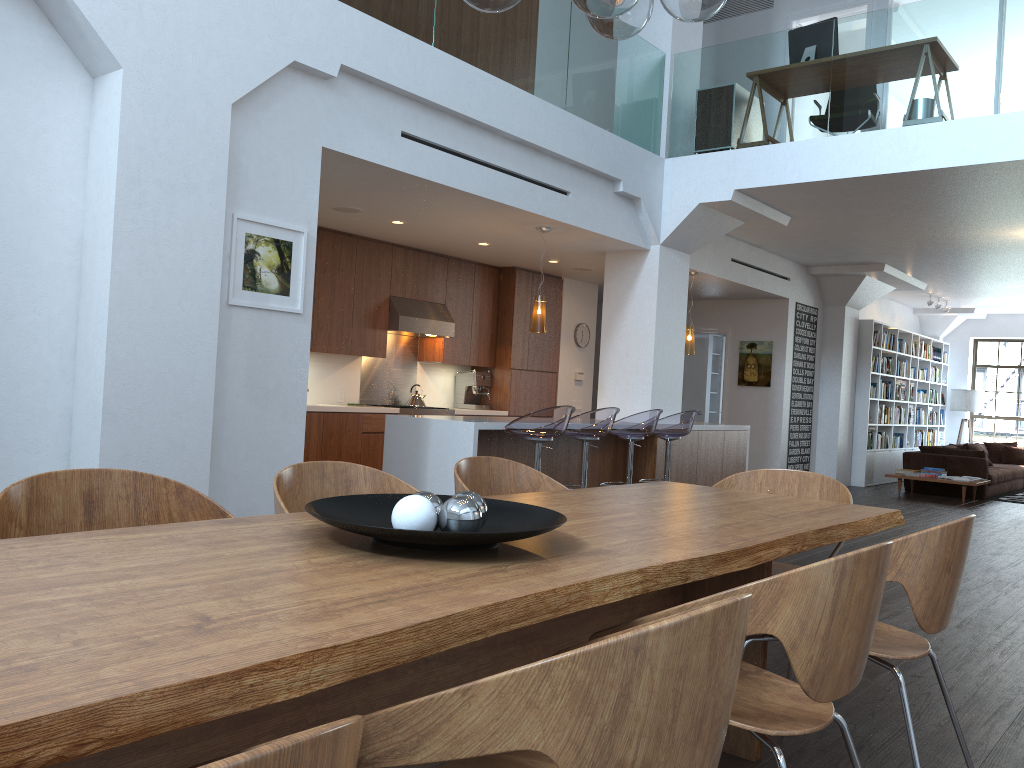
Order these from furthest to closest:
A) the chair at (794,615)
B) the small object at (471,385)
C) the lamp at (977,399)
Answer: the lamp at (977,399), the small object at (471,385), the chair at (794,615)

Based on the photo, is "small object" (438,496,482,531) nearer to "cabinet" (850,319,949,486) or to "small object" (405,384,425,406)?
"small object" (405,384,425,406)

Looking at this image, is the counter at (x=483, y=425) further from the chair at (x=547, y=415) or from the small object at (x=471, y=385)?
the small object at (x=471, y=385)

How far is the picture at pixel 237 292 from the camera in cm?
492

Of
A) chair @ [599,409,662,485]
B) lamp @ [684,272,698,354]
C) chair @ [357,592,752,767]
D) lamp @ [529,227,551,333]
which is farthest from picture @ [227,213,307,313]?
lamp @ [684,272,698,354]

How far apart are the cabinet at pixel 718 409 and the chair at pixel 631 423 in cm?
713

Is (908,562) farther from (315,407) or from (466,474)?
(315,407)

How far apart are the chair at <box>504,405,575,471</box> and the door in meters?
7.3 m

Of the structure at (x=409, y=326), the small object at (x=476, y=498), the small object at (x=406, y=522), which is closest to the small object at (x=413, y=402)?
the structure at (x=409, y=326)

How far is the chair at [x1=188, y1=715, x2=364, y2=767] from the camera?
0.63m
